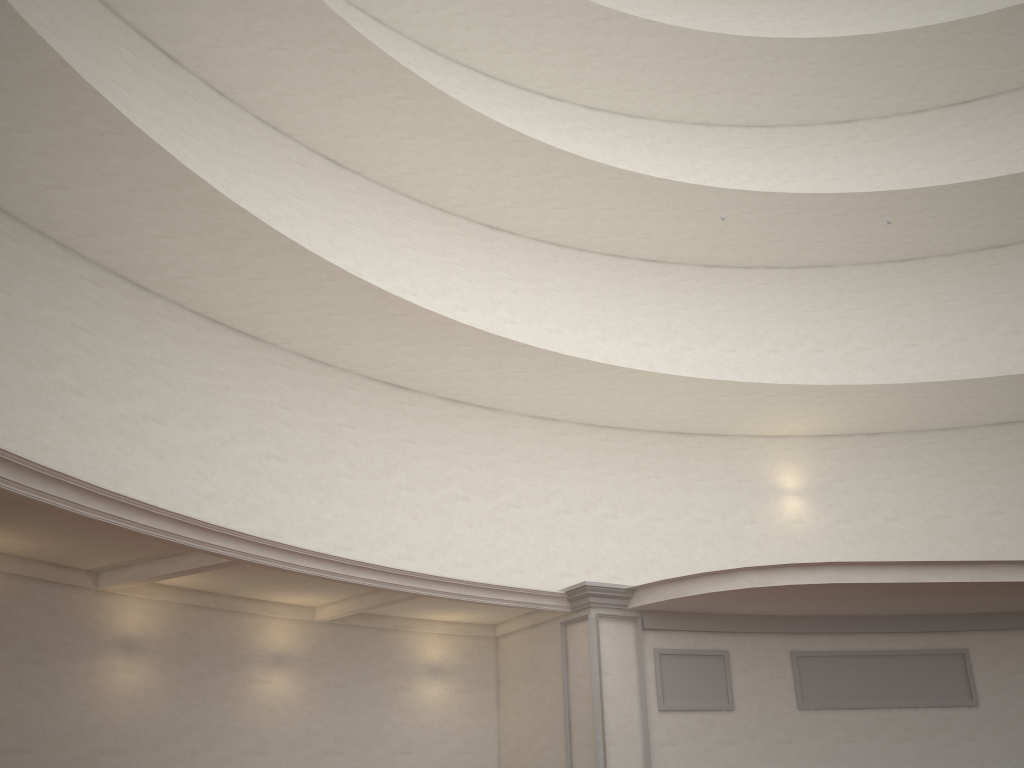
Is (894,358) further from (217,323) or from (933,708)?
(217,323)
